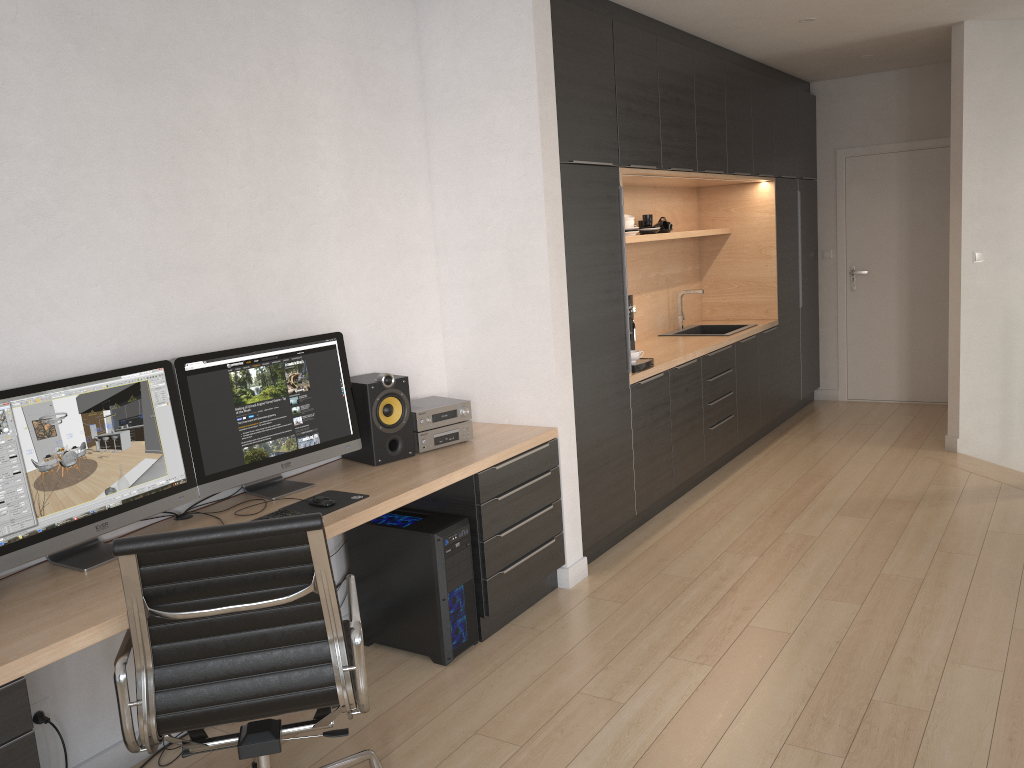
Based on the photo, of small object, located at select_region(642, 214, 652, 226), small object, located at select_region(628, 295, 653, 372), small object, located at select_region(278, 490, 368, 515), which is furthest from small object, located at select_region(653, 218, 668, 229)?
small object, located at select_region(278, 490, 368, 515)

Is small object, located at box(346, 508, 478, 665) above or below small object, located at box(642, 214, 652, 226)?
below

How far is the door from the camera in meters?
7.1

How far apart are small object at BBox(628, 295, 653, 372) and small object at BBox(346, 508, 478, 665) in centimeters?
158cm

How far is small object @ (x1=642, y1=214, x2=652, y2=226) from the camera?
5.7m

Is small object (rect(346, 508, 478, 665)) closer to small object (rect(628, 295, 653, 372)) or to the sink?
small object (rect(628, 295, 653, 372))

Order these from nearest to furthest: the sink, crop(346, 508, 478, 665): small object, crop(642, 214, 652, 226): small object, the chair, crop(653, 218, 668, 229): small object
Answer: the chair < crop(346, 508, 478, 665): small object < crop(642, 214, 652, 226): small object < crop(653, 218, 668, 229): small object < the sink

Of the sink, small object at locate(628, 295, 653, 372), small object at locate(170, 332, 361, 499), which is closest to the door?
the sink

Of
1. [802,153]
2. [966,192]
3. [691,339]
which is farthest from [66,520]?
[802,153]

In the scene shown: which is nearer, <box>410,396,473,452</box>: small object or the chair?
the chair
